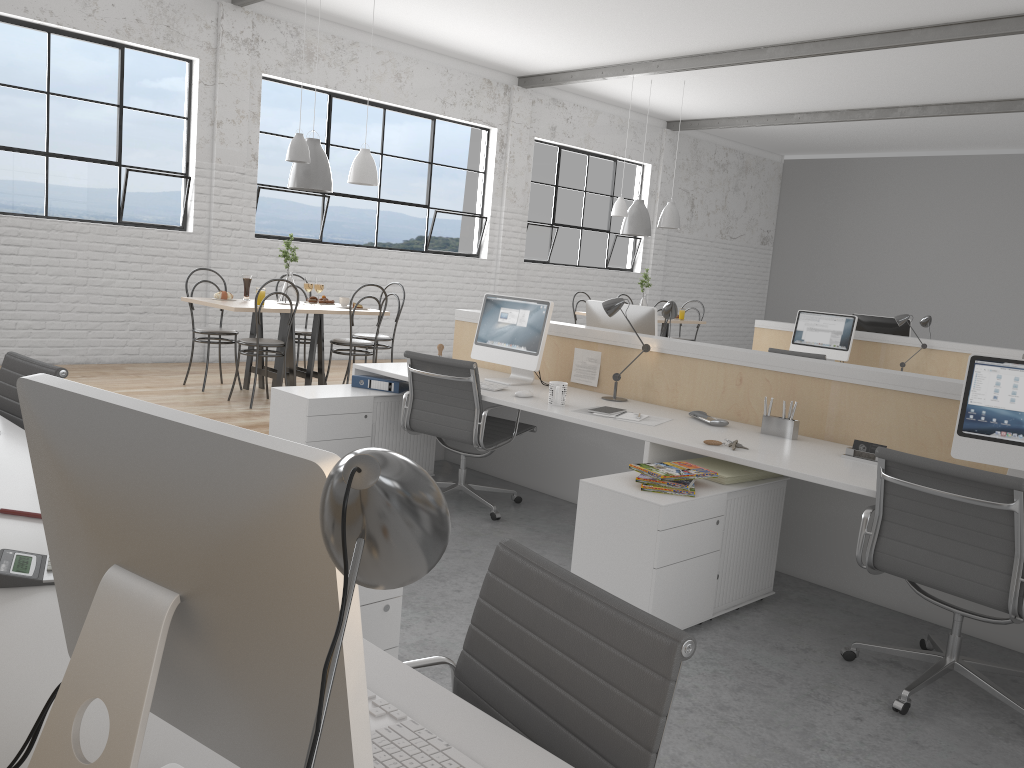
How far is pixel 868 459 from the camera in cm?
271

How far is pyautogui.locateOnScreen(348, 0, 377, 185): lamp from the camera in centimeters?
545cm

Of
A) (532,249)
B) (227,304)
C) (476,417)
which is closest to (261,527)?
(476,417)

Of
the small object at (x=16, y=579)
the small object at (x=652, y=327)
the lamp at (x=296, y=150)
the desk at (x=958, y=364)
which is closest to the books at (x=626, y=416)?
the small object at (x=652, y=327)

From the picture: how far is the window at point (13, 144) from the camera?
5.3m

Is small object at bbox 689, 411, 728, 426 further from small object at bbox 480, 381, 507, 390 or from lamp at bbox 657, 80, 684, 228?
lamp at bbox 657, 80, 684, 228

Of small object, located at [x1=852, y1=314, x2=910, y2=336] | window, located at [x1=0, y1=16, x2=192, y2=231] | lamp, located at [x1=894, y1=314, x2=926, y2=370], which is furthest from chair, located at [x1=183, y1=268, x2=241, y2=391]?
small object, located at [x1=852, y1=314, x2=910, y2=336]

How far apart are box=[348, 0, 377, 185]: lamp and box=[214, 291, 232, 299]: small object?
1.1m

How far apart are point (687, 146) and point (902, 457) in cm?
823

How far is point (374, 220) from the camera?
7.2 meters
